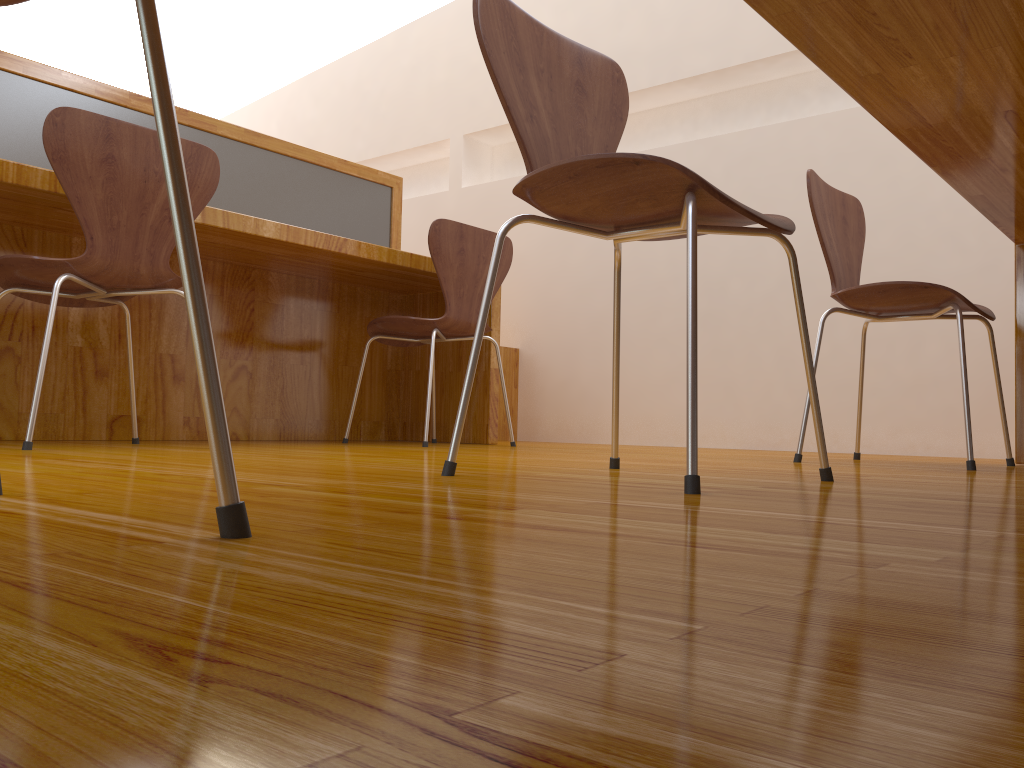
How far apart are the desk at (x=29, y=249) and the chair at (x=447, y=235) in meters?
0.2 m

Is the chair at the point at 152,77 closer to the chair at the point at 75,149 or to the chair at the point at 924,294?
the chair at the point at 75,149

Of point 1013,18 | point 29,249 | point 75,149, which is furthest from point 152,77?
point 29,249

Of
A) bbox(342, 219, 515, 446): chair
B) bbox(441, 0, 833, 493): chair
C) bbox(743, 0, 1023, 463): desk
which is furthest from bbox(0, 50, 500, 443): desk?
bbox(743, 0, 1023, 463): desk

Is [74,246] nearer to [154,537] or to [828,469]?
[828,469]

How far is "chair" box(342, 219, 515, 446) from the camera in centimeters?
268cm

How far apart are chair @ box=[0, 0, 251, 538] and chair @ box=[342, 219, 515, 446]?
2.1m

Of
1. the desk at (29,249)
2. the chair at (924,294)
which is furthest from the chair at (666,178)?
the desk at (29,249)

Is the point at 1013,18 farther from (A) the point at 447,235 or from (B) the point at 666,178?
(A) the point at 447,235

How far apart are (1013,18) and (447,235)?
1.8 meters
